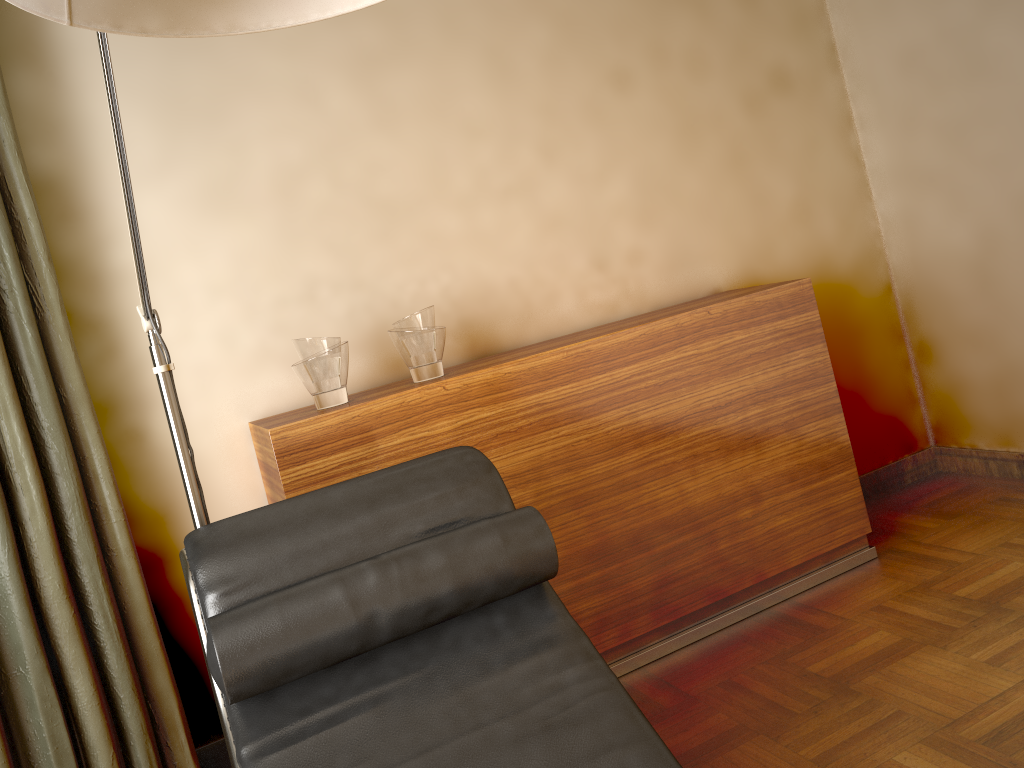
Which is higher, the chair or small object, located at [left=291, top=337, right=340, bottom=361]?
small object, located at [left=291, top=337, right=340, bottom=361]

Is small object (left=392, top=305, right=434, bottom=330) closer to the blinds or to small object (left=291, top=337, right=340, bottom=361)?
small object (left=291, top=337, right=340, bottom=361)

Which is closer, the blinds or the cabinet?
the blinds

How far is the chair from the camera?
1.33m

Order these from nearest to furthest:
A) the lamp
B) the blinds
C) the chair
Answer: the lamp → the chair → the blinds

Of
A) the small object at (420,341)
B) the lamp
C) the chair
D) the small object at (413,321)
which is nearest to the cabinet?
the small object at (420,341)

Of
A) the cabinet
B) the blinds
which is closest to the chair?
the cabinet

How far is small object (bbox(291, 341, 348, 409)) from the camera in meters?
2.2 m

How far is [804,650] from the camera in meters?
2.3

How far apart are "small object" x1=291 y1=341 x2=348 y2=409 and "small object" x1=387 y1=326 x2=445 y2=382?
0.1m
